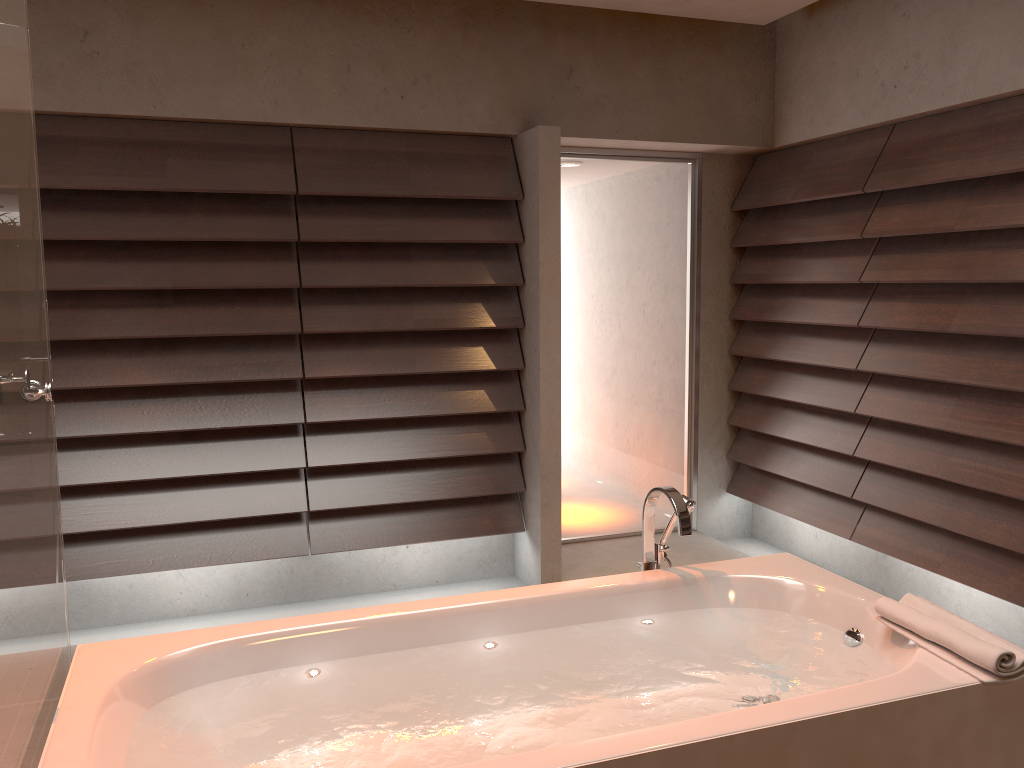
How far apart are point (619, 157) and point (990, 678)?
3.2 meters

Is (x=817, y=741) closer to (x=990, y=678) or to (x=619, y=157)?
(x=990, y=678)

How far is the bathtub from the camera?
1.7m

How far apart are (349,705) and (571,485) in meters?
2.7

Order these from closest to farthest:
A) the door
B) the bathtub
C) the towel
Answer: the bathtub < the towel < the door

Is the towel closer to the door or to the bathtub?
the bathtub

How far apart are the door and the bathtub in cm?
188

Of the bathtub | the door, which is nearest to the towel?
the bathtub

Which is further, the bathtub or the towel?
the towel

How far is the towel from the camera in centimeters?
185cm
